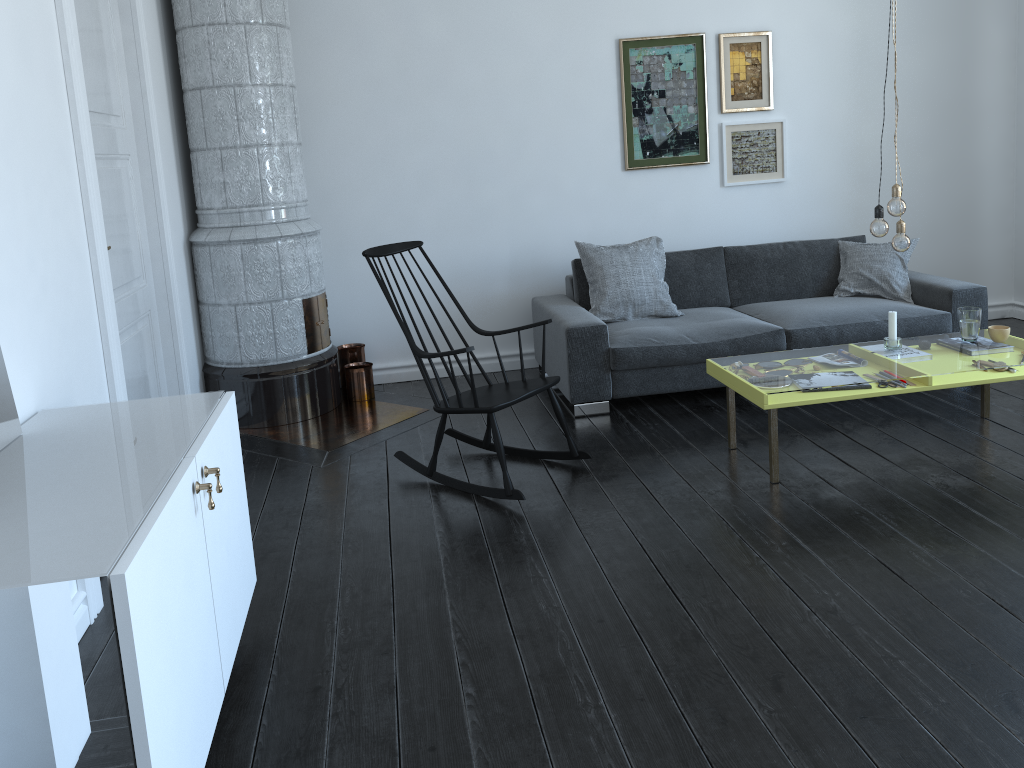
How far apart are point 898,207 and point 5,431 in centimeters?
325cm

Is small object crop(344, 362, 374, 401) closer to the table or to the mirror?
the table

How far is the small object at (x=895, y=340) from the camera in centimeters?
390cm

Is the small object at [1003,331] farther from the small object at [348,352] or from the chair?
the small object at [348,352]

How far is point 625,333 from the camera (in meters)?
4.68

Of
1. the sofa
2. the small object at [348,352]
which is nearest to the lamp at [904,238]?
the sofa

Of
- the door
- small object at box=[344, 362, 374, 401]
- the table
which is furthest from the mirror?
small object at box=[344, 362, 374, 401]

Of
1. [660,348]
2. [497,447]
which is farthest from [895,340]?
[497,447]

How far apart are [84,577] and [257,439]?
1.4m

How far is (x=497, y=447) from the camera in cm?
356
